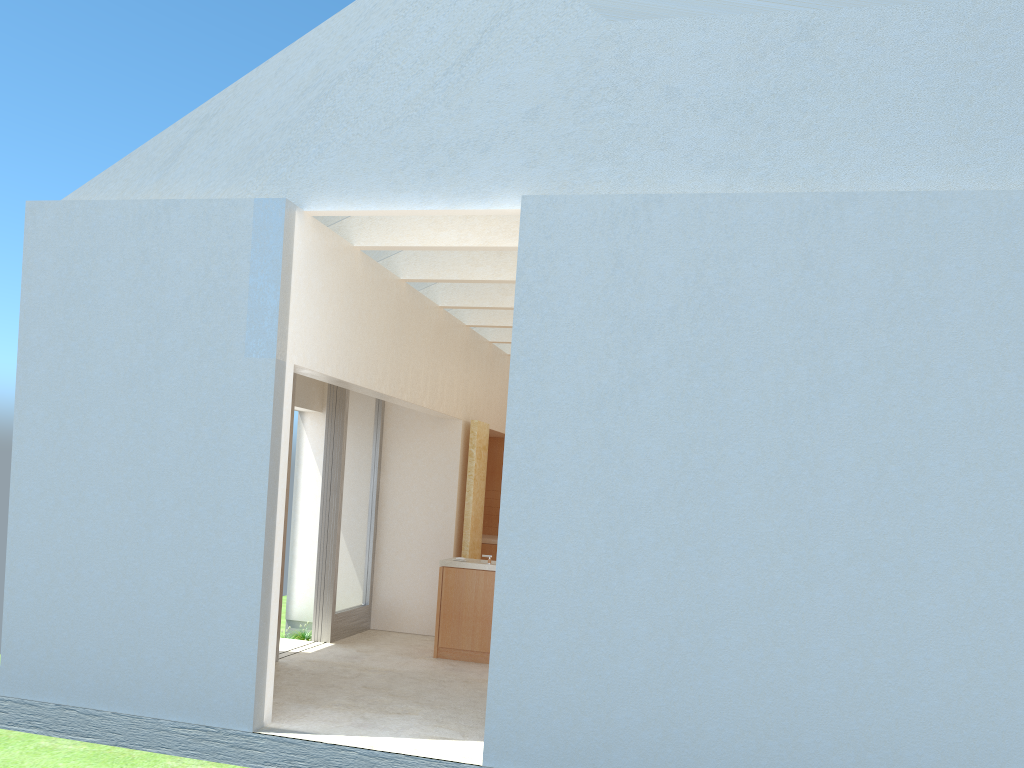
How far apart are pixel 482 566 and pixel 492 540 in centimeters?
700cm

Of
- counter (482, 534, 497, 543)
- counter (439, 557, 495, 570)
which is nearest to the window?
counter (439, 557, 495, 570)

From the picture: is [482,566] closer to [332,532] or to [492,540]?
[332,532]

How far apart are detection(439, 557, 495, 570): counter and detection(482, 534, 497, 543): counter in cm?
587

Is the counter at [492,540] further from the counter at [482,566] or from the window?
the counter at [482,566]

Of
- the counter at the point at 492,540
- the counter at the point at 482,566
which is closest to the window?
the counter at the point at 482,566

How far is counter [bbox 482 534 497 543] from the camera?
26.6 meters

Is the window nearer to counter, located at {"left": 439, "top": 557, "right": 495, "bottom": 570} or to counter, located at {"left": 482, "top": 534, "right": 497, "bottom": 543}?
counter, located at {"left": 439, "top": 557, "right": 495, "bottom": 570}

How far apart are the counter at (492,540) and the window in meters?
4.7 m

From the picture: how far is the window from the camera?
20.9 meters
